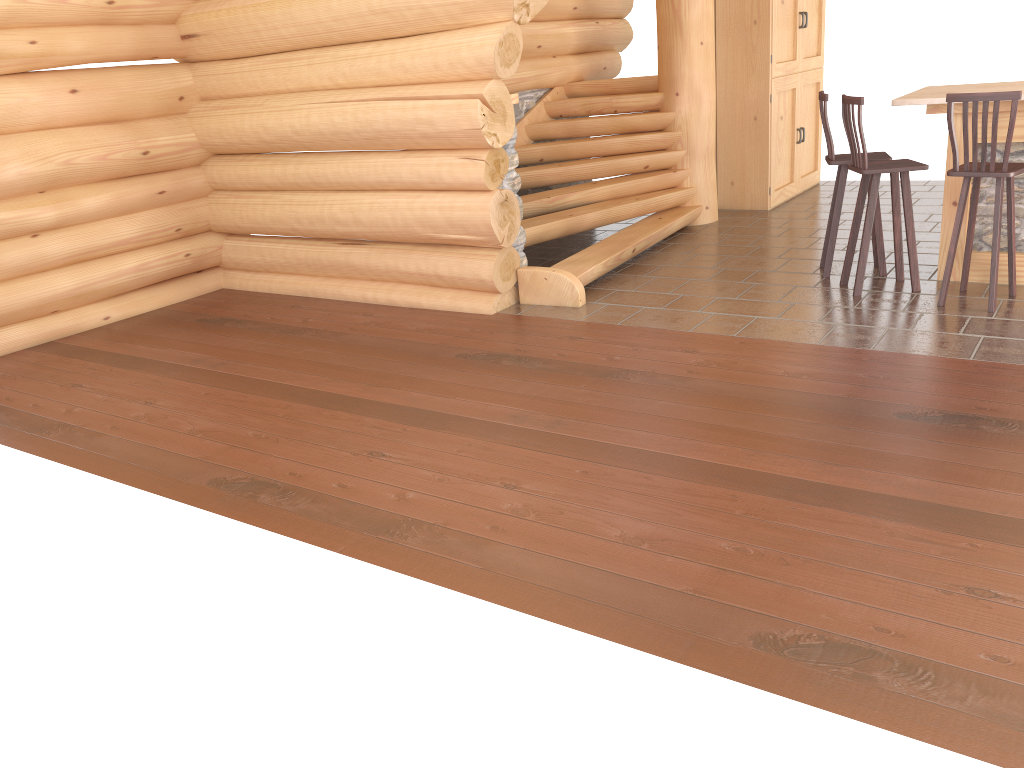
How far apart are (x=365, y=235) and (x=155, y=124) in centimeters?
213cm

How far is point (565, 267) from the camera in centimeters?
686cm

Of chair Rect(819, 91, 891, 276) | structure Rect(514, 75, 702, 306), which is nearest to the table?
chair Rect(819, 91, 891, 276)

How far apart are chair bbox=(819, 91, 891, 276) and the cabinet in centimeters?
262cm

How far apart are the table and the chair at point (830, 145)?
0.4 meters

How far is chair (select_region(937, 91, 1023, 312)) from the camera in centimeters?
518cm

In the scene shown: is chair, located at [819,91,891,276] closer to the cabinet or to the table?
the table

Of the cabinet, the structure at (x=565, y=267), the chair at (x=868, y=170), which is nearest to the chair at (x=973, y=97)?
the chair at (x=868, y=170)

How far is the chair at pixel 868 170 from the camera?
5.81m

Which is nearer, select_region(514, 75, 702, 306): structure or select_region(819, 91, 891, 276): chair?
select_region(819, 91, 891, 276): chair
